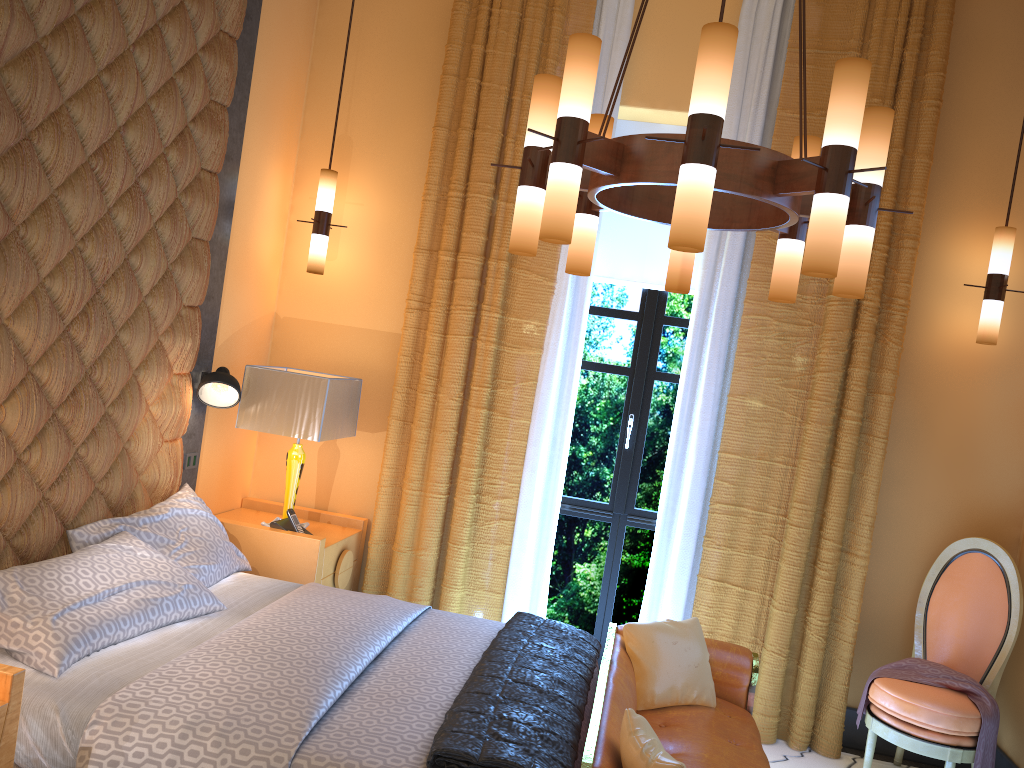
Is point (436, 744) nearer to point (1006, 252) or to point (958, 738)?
point (958, 738)

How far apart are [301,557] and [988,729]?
3.0m

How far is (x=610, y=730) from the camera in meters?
2.6 m

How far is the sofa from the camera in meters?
2.6

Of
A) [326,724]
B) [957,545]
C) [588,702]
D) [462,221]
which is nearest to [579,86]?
[326,724]

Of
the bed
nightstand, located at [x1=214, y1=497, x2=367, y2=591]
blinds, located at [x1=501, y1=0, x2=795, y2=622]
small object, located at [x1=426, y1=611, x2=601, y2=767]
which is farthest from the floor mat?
nightstand, located at [x1=214, y1=497, x2=367, y2=591]

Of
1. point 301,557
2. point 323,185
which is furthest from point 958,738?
point 323,185

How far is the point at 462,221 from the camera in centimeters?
451cm

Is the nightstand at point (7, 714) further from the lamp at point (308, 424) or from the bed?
the lamp at point (308, 424)

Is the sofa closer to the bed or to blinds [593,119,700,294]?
the bed
